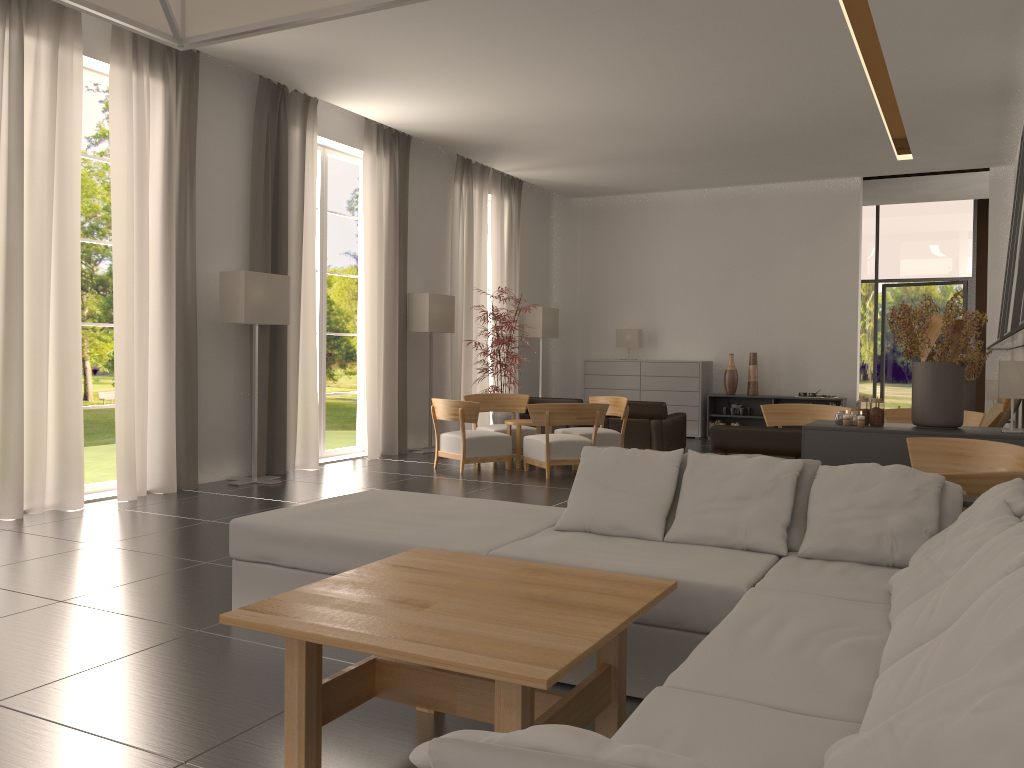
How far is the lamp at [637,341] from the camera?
22.70m

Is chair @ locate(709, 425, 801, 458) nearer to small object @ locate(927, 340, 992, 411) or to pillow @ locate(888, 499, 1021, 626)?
pillow @ locate(888, 499, 1021, 626)

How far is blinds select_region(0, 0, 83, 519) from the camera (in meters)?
10.32

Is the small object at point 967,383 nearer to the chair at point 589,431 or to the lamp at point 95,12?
the chair at point 589,431

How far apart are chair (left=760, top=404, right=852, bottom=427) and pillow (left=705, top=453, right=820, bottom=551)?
8.9m

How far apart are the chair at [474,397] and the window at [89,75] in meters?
6.6

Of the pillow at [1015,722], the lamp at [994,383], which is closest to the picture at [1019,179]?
the lamp at [994,383]

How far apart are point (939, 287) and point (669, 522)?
23.0 meters

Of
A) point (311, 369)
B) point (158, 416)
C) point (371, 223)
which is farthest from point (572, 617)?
point (371, 223)

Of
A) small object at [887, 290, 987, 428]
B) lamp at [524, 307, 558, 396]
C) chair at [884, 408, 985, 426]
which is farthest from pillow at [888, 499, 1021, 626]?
lamp at [524, 307, 558, 396]
